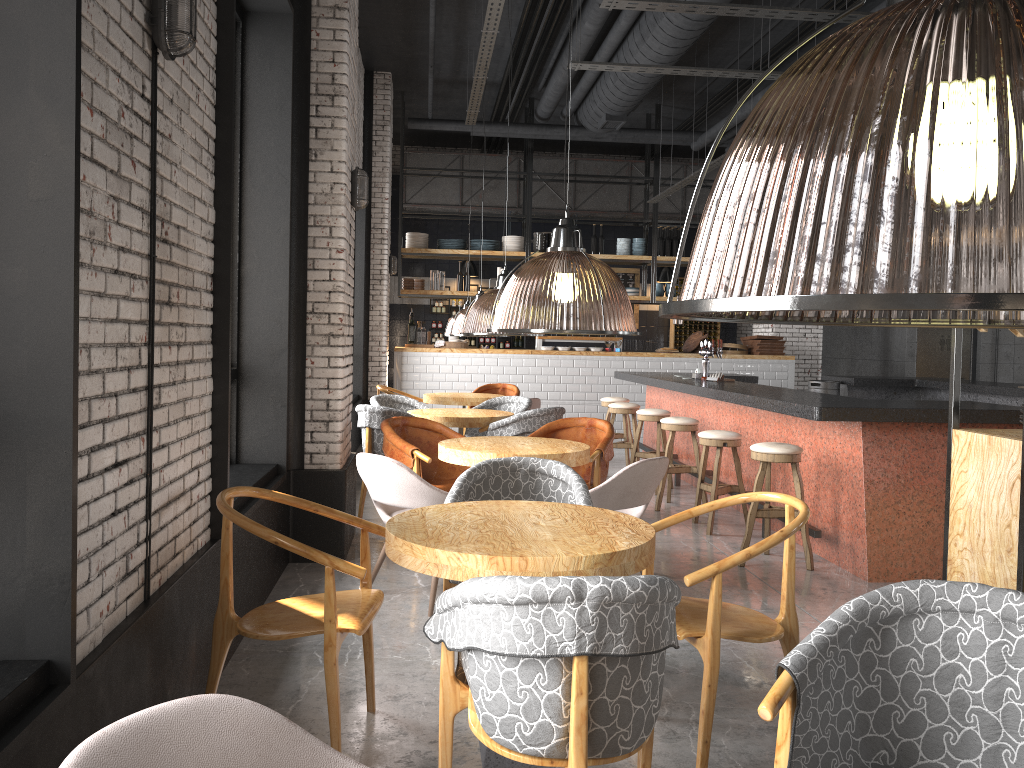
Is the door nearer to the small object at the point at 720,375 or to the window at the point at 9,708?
the small object at the point at 720,375

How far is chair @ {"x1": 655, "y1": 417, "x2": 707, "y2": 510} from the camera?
7.64m

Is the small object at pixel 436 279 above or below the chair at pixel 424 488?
above

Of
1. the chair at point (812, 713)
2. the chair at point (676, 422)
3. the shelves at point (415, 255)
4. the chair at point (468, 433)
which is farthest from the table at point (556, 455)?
the shelves at point (415, 255)

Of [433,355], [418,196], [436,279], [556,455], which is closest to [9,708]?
[556,455]

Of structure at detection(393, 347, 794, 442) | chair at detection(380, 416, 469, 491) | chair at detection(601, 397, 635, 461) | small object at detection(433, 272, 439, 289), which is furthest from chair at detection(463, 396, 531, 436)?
small object at detection(433, 272, 439, 289)

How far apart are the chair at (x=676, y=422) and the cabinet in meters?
8.2 m

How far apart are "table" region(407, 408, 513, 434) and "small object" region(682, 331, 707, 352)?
6.00m

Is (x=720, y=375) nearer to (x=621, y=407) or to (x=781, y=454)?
(x=621, y=407)

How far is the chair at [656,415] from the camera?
8.5m
